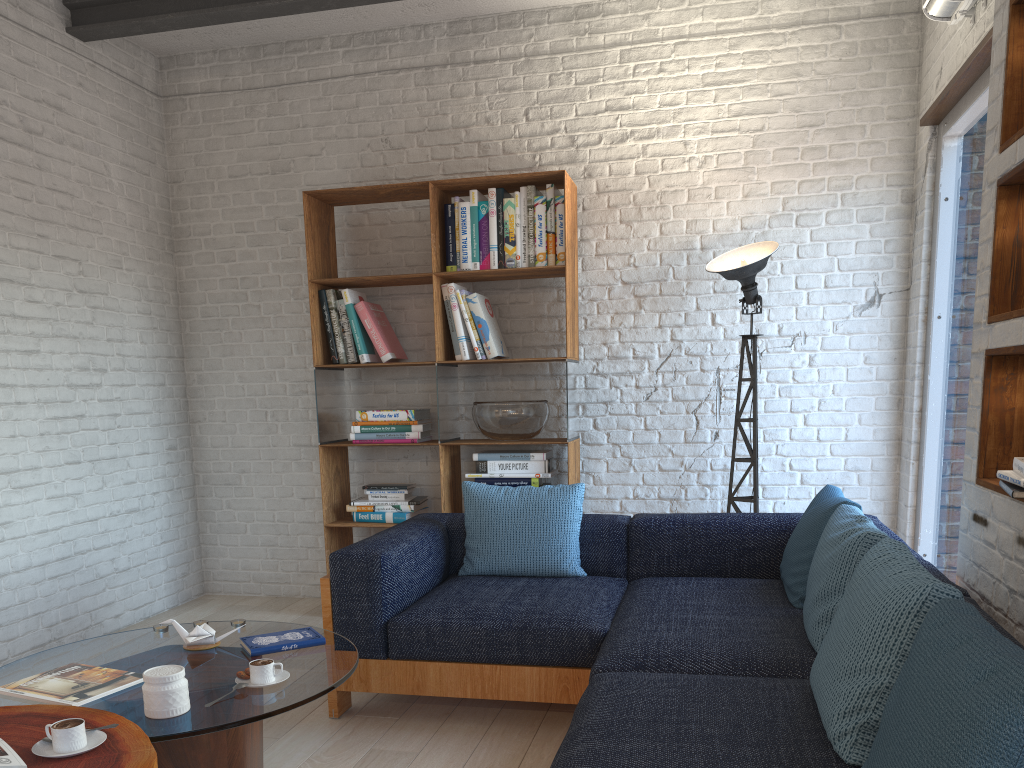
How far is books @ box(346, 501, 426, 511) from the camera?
4.54m

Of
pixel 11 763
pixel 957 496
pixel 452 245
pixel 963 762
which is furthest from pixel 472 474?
pixel 963 762

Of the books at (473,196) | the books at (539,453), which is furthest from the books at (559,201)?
the books at (539,453)

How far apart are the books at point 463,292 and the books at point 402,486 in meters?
1.0 m

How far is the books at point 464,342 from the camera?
4.46m

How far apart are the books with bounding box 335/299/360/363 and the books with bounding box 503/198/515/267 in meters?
0.9

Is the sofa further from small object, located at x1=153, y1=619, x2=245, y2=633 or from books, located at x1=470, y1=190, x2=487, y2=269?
books, located at x1=470, y1=190, x2=487, y2=269

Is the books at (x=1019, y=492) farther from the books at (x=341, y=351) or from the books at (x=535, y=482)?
the books at (x=341, y=351)

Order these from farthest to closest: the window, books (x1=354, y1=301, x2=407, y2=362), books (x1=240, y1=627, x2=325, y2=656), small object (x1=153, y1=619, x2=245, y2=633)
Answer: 1. books (x1=354, y1=301, x2=407, y2=362)
2. the window
3. small object (x1=153, y1=619, x2=245, y2=633)
4. books (x1=240, y1=627, x2=325, y2=656)

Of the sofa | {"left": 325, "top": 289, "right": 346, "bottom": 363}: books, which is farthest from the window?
{"left": 325, "top": 289, "right": 346, "bottom": 363}: books
